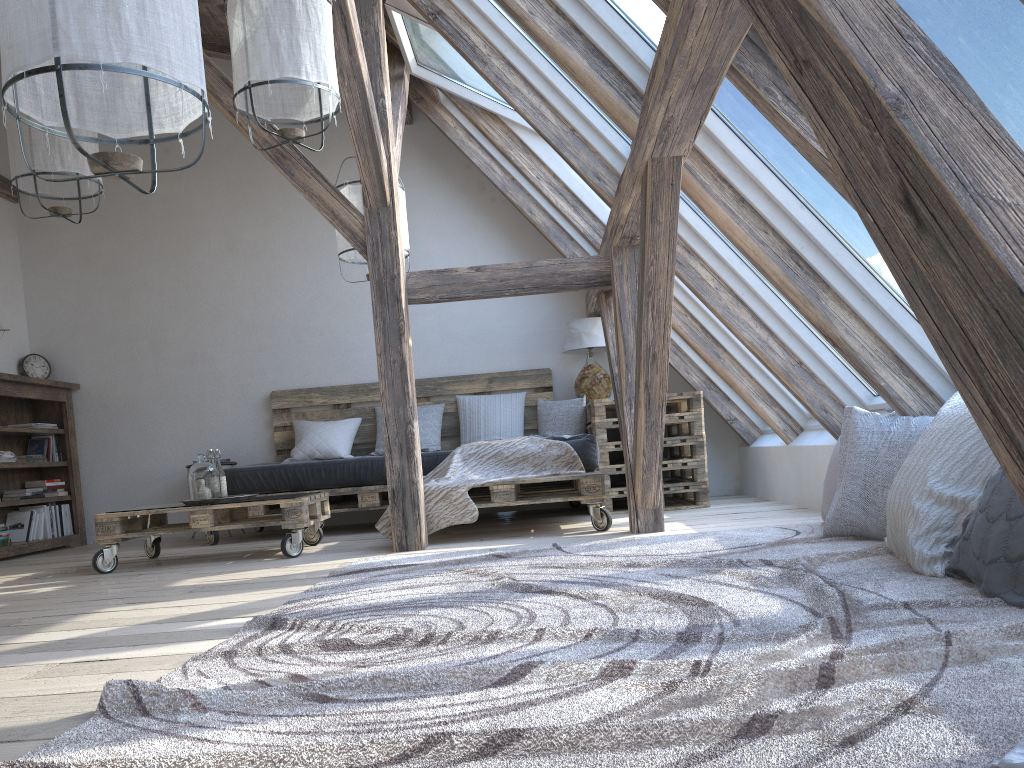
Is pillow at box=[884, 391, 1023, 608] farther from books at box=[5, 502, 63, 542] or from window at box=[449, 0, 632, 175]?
books at box=[5, 502, 63, 542]

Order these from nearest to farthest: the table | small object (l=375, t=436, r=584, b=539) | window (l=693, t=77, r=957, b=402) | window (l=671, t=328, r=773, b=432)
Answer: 1. window (l=693, t=77, r=957, b=402)
2. small object (l=375, t=436, r=584, b=539)
3. the table
4. window (l=671, t=328, r=773, b=432)

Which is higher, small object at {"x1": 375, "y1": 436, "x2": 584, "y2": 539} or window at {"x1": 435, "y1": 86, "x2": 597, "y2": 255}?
window at {"x1": 435, "y1": 86, "x2": 597, "y2": 255}

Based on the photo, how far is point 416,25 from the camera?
4.6 meters

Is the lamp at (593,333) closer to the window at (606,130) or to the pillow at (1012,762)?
the window at (606,130)

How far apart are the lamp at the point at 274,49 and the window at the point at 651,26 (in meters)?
0.90

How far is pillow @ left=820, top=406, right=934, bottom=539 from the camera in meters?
3.0 m

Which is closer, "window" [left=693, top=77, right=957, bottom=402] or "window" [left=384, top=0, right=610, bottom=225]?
"window" [left=693, top=77, right=957, bottom=402]

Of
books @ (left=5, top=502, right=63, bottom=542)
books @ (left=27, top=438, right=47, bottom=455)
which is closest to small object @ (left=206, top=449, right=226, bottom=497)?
books @ (left=5, top=502, right=63, bottom=542)

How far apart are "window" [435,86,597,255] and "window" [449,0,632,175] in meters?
1.8
